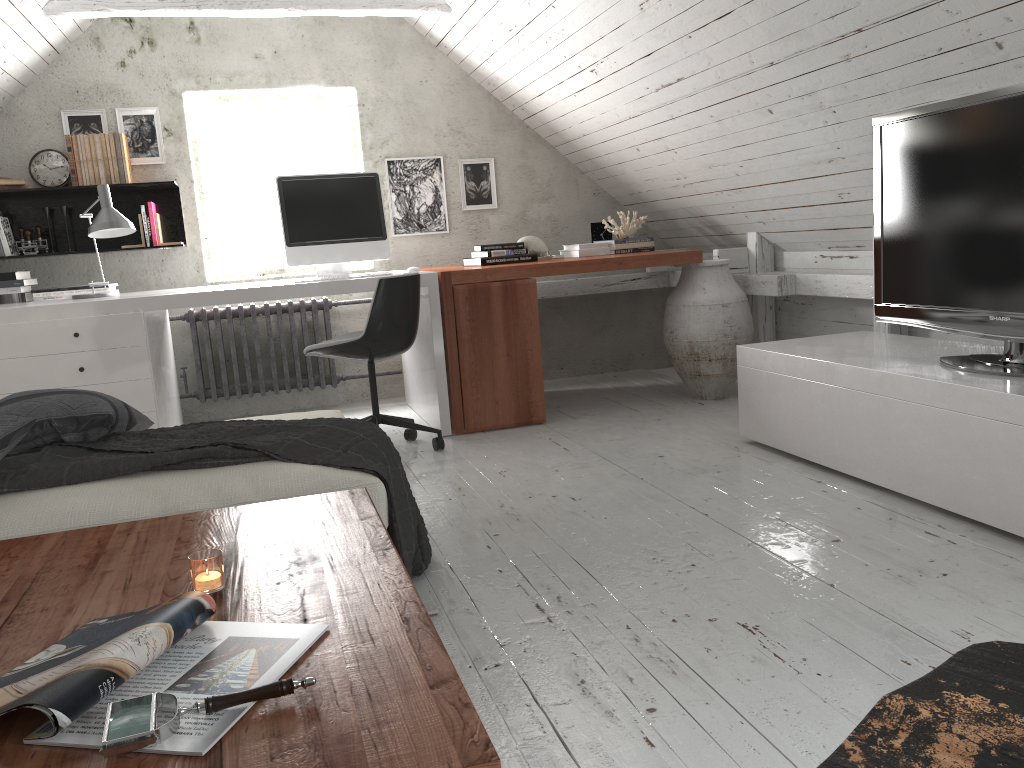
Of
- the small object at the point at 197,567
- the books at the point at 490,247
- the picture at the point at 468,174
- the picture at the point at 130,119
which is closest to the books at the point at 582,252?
the books at the point at 490,247

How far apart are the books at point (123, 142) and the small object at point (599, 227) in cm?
247

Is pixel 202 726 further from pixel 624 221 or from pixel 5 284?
pixel 624 221

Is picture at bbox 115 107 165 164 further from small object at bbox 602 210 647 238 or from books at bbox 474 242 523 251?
small object at bbox 602 210 647 238

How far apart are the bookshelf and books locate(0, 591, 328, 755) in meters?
3.6

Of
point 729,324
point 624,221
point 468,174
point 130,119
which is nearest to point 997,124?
point 729,324

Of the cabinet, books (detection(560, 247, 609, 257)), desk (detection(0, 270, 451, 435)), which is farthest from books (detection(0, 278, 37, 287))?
the cabinet

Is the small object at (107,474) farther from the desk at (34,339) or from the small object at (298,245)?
the small object at (298,245)

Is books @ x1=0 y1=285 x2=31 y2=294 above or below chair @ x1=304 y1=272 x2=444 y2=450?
above

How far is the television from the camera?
2.5m
